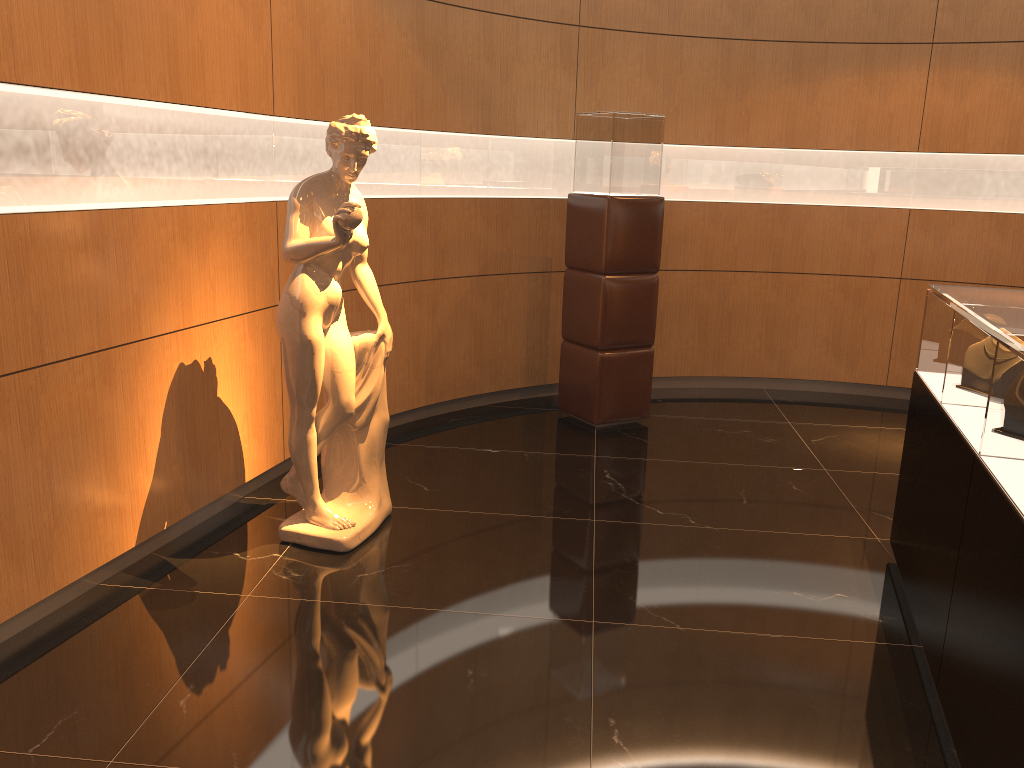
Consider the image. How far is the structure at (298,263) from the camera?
3.57m

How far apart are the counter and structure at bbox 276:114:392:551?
2.17m

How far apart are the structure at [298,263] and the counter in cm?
217

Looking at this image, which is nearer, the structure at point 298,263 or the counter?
the counter

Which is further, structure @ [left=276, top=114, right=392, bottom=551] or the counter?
structure @ [left=276, top=114, right=392, bottom=551]

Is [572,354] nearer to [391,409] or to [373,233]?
[391,409]

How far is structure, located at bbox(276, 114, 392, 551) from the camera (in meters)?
3.57
